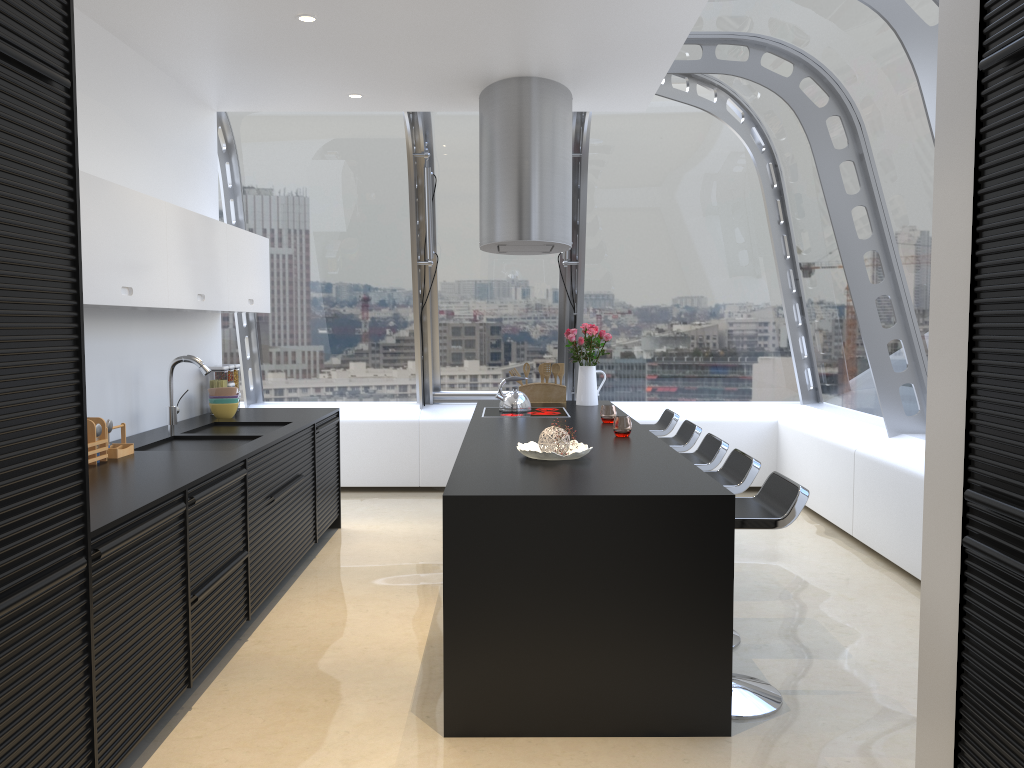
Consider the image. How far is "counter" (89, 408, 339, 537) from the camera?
3.0m

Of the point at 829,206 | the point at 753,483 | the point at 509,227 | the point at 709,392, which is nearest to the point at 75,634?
the point at 509,227

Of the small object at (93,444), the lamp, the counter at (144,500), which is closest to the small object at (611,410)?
the lamp

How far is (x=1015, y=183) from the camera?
2.1 meters

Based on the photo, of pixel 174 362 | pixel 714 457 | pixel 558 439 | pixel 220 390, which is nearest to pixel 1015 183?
pixel 558 439

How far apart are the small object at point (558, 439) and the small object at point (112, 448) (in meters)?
1.87

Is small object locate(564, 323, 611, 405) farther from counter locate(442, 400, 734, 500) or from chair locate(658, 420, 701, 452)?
chair locate(658, 420, 701, 452)

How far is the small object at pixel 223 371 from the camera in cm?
572

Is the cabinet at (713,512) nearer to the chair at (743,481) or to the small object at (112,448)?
the chair at (743,481)

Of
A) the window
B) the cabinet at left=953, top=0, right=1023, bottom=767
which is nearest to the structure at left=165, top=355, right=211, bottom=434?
the window
